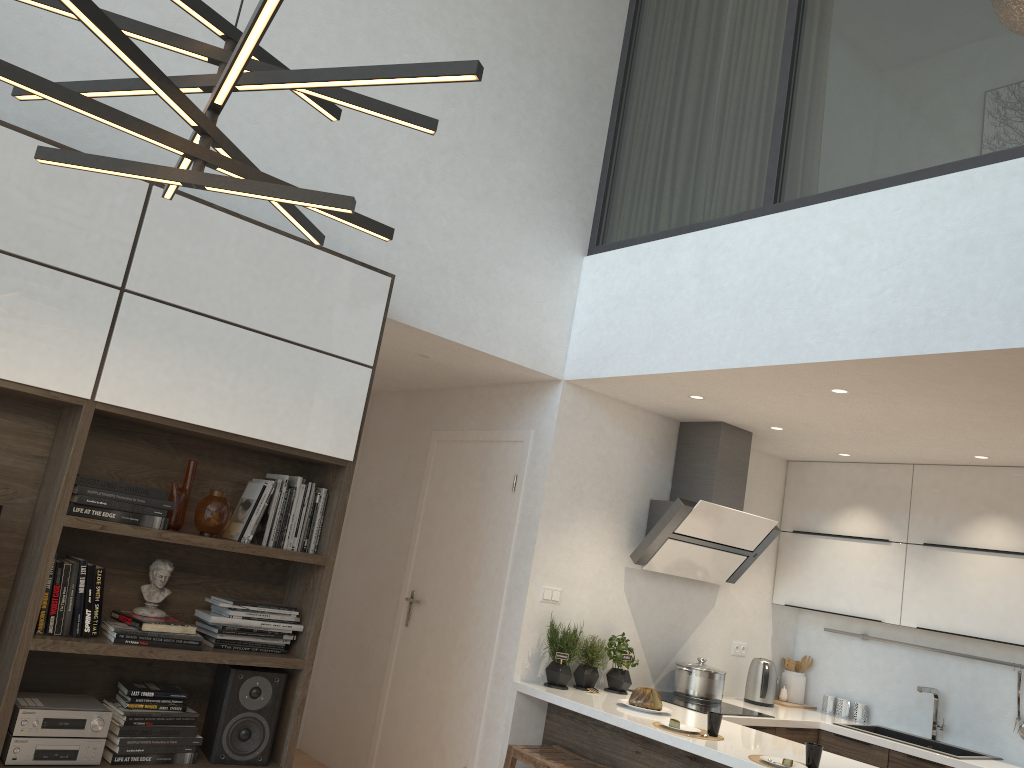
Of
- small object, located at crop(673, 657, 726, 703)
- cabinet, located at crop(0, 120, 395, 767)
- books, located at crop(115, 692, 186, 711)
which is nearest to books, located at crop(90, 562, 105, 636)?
cabinet, located at crop(0, 120, 395, 767)

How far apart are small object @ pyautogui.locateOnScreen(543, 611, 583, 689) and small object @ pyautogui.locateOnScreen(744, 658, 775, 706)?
1.44m

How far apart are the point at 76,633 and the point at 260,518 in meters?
0.7

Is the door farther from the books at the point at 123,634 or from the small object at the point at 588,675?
the books at the point at 123,634

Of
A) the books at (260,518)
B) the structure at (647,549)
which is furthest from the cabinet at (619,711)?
the books at (260,518)

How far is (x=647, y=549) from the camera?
4.83m

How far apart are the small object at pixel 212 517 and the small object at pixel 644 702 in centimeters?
211cm

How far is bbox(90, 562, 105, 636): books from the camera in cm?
303

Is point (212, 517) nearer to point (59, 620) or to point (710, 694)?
point (59, 620)

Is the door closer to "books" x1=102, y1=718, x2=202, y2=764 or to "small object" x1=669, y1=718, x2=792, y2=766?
"small object" x1=669, y1=718, x2=792, y2=766
